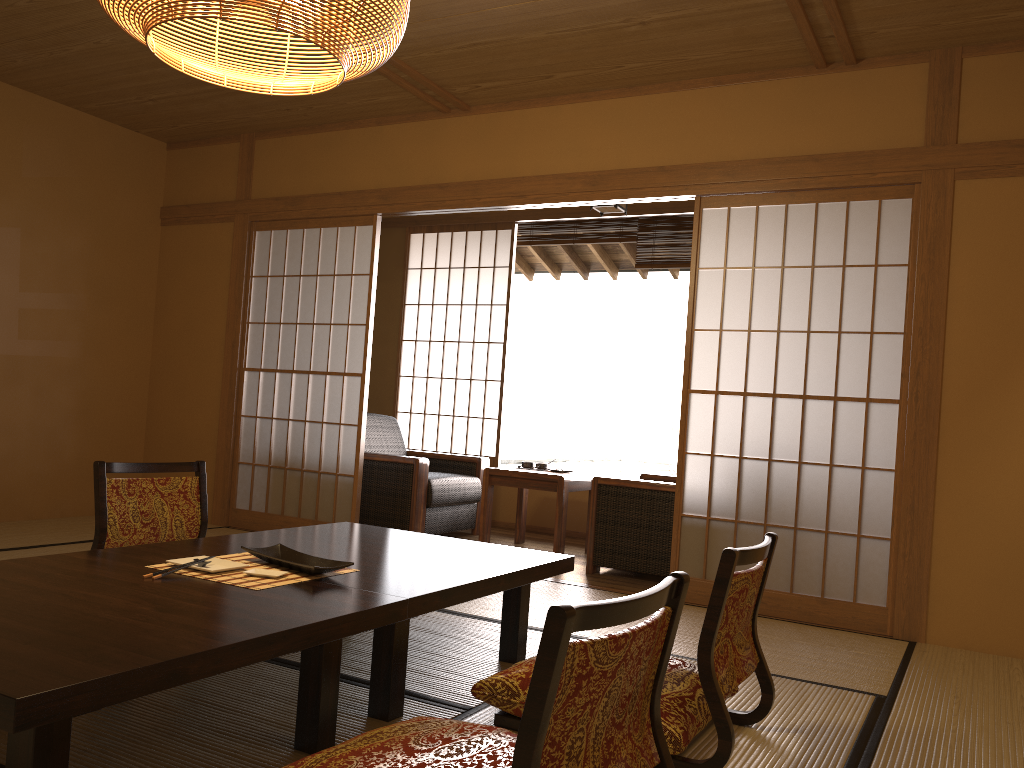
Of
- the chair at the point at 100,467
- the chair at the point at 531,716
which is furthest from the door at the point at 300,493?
the chair at the point at 531,716

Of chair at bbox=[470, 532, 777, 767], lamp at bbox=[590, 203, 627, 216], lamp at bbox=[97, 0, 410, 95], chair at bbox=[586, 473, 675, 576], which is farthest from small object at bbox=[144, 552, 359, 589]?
lamp at bbox=[590, 203, 627, 216]

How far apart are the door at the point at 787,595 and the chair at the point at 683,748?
1.53m

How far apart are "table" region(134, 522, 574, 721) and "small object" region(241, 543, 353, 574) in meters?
0.0 m

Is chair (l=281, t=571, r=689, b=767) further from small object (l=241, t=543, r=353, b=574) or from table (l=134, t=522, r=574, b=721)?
small object (l=241, t=543, r=353, b=574)

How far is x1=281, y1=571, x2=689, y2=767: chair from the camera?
1.3m

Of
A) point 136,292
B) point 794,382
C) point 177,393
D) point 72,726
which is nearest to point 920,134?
point 72,726

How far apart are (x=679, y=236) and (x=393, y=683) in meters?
4.5 m

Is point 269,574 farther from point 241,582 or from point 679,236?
point 679,236

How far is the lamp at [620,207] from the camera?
5.26m
